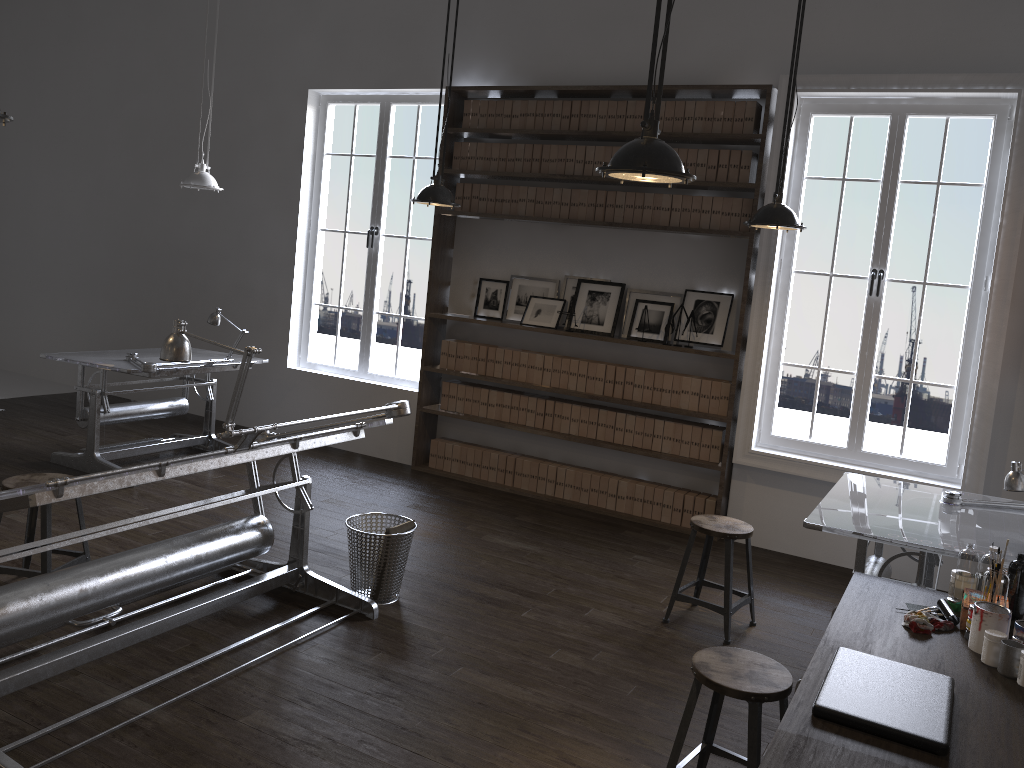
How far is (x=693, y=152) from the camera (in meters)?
5.91

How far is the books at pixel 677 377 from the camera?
6.1 meters

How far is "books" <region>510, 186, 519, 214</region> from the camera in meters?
6.6 m

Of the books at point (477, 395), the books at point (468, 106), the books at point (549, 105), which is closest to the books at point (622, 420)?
the books at point (477, 395)

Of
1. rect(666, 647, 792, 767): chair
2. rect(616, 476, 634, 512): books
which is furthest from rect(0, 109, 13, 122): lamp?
rect(616, 476, 634, 512): books

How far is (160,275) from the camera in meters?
8.4

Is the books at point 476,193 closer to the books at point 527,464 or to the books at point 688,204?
the books at point 688,204

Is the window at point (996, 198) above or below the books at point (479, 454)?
above

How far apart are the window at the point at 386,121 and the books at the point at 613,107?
1.58m

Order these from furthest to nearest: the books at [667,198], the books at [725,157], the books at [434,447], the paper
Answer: the books at [434,447], the books at [667,198], the books at [725,157], the paper
